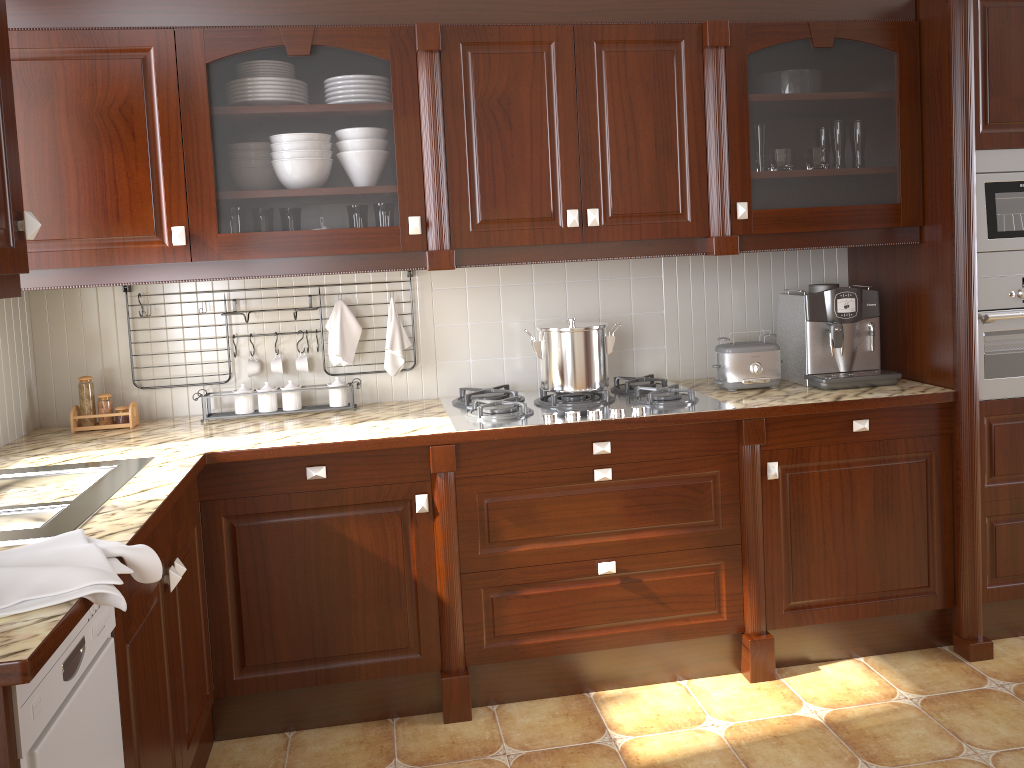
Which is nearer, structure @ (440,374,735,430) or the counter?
the counter

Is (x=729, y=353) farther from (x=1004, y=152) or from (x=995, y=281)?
(x=1004, y=152)

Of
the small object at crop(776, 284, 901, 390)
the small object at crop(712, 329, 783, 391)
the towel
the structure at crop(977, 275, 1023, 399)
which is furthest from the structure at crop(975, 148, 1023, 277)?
the towel

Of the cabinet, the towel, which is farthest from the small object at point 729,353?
the towel

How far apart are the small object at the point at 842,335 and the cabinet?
0.21m

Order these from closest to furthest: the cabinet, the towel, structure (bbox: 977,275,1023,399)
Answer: the towel < the cabinet < structure (bbox: 977,275,1023,399)

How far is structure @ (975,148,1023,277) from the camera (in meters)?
2.64

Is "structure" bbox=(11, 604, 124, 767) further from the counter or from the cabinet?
the cabinet

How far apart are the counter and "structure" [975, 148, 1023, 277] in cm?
37

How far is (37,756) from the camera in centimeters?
121cm
